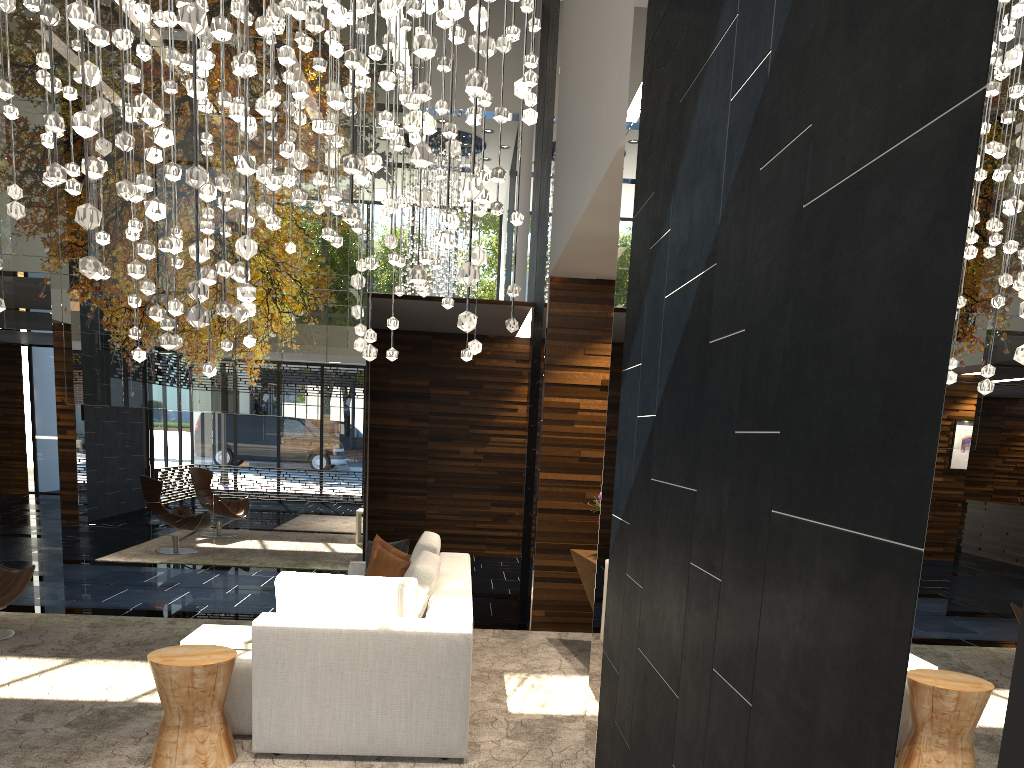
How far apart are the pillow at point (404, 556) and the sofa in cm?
26

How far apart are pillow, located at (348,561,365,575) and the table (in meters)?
1.75

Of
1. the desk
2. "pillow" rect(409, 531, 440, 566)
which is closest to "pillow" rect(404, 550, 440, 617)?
"pillow" rect(409, 531, 440, 566)

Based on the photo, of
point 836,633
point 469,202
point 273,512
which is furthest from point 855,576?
point 273,512

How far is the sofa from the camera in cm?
388

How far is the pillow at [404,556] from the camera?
5.9 meters

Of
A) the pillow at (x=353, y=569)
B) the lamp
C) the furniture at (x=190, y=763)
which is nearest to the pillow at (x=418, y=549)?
the pillow at (x=353, y=569)

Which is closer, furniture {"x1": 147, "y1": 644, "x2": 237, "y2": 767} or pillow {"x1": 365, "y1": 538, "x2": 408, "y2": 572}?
furniture {"x1": 147, "y1": 644, "x2": 237, "y2": 767}

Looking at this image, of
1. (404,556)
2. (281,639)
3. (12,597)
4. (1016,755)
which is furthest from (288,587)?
(1016,755)

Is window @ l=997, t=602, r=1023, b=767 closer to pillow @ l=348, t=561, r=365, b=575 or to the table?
the table
